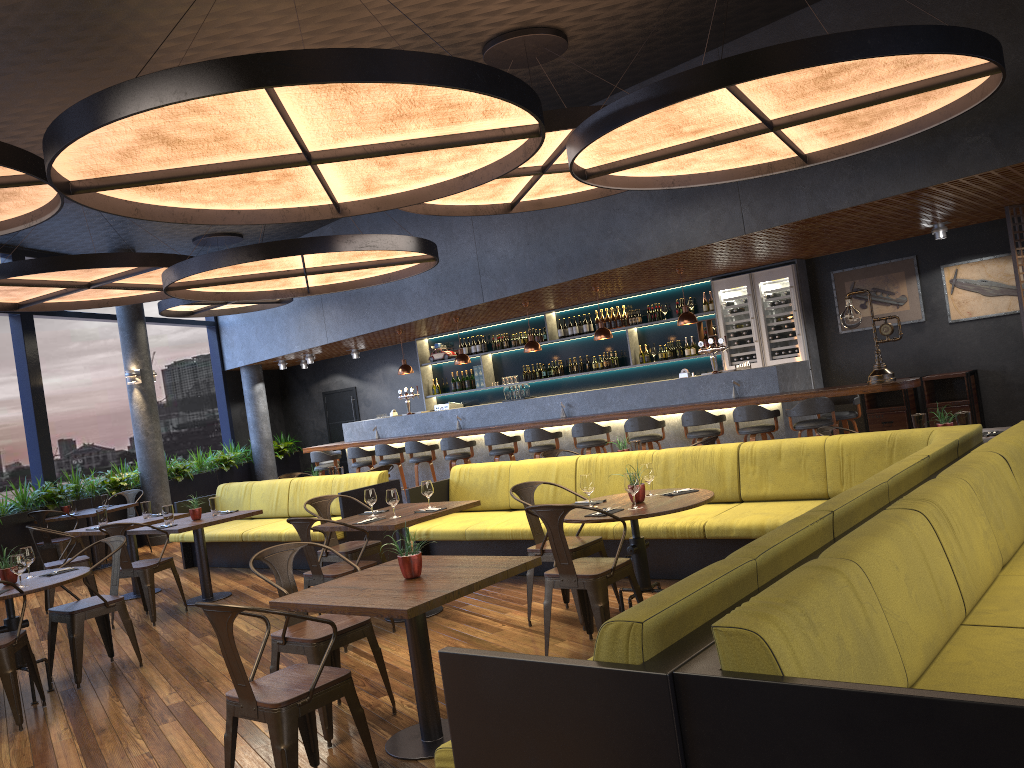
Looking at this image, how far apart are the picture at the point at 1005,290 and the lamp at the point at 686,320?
3.1 meters

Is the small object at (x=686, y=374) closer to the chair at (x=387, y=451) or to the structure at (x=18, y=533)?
the chair at (x=387, y=451)

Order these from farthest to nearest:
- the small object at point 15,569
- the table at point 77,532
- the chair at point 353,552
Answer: the table at point 77,532 < the chair at point 353,552 < the small object at point 15,569

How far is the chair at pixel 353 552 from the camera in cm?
686

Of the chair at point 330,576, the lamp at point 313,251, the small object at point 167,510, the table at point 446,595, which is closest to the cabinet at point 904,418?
the lamp at point 313,251

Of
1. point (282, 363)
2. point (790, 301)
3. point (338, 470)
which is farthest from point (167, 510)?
point (282, 363)

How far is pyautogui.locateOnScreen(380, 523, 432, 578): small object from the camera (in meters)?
A: 4.06

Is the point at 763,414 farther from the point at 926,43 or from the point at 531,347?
the point at 926,43

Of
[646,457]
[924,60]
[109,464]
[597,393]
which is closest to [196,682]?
[646,457]

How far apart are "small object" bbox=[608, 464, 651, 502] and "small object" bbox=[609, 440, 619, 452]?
2.88m
